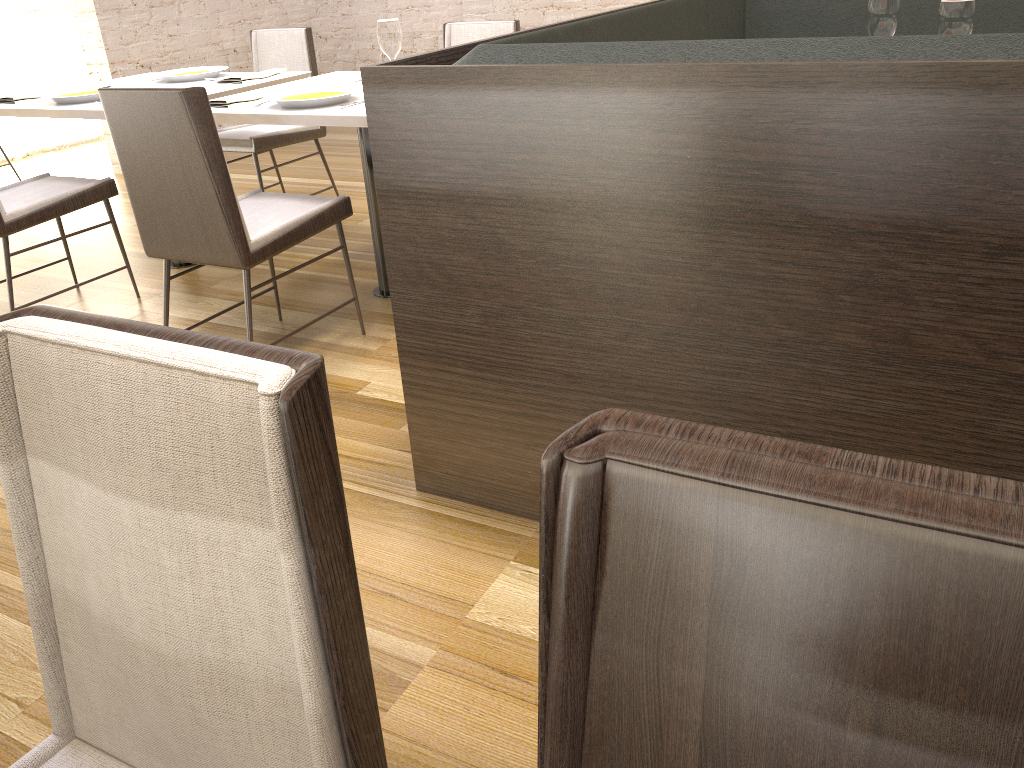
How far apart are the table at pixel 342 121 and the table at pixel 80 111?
0.2m

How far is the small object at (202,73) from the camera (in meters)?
3.68

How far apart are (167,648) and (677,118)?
1.1m

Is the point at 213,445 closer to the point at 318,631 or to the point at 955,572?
the point at 318,631

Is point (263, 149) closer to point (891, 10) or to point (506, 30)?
point (506, 30)

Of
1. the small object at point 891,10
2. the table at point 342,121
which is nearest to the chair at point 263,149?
the table at point 342,121

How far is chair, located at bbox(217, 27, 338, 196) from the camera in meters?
4.0 m

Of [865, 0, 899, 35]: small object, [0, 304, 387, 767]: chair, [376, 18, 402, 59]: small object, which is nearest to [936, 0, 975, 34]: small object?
[865, 0, 899, 35]: small object

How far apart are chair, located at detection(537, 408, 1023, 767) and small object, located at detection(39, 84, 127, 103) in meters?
3.3 m

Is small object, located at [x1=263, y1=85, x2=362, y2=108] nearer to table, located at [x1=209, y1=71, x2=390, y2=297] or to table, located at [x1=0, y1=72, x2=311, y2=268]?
table, located at [x1=209, y1=71, x2=390, y2=297]
